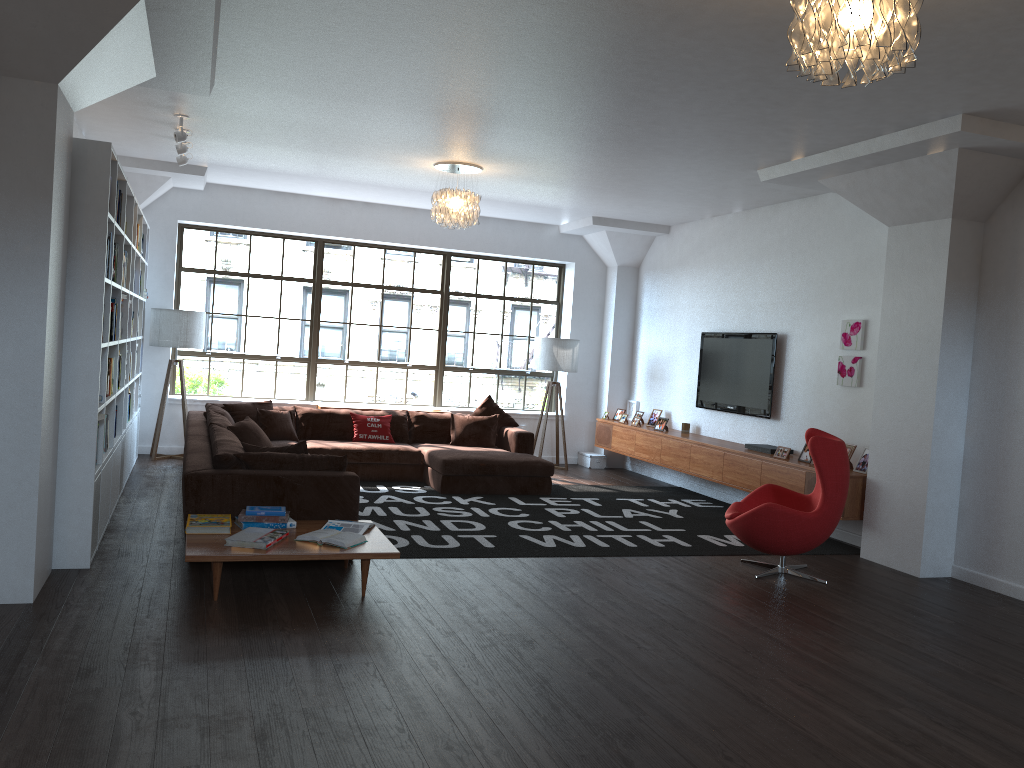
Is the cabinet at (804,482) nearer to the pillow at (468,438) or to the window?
the window

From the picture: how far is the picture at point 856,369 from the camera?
7.4m

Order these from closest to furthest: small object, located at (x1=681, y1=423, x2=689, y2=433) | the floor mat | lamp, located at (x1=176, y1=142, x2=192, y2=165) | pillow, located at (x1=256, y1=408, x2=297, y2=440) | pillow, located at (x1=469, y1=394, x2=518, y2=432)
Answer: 1. the floor mat
2. lamp, located at (x1=176, y1=142, x2=192, y2=165)
3. pillow, located at (x1=256, y1=408, x2=297, y2=440)
4. small object, located at (x1=681, y1=423, x2=689, y2=433)
5. pillow, located at (x1=469, y1=394, x2=518, y2=432)

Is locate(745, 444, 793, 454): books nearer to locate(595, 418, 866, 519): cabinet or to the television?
locate(595, 418, 866, 519): cabinet

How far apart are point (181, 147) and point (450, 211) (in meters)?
2.23

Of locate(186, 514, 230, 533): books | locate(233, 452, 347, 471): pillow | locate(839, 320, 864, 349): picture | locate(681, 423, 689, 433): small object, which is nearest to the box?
locate(681, 423, 689, 433): small object

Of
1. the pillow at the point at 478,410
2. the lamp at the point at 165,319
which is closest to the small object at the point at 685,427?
the pillow at the point at 478,410

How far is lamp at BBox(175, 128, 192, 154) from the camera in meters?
7.1

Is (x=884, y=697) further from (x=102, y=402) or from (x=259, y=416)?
(x=259, y=416)

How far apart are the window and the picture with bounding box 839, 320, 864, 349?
4.60m
